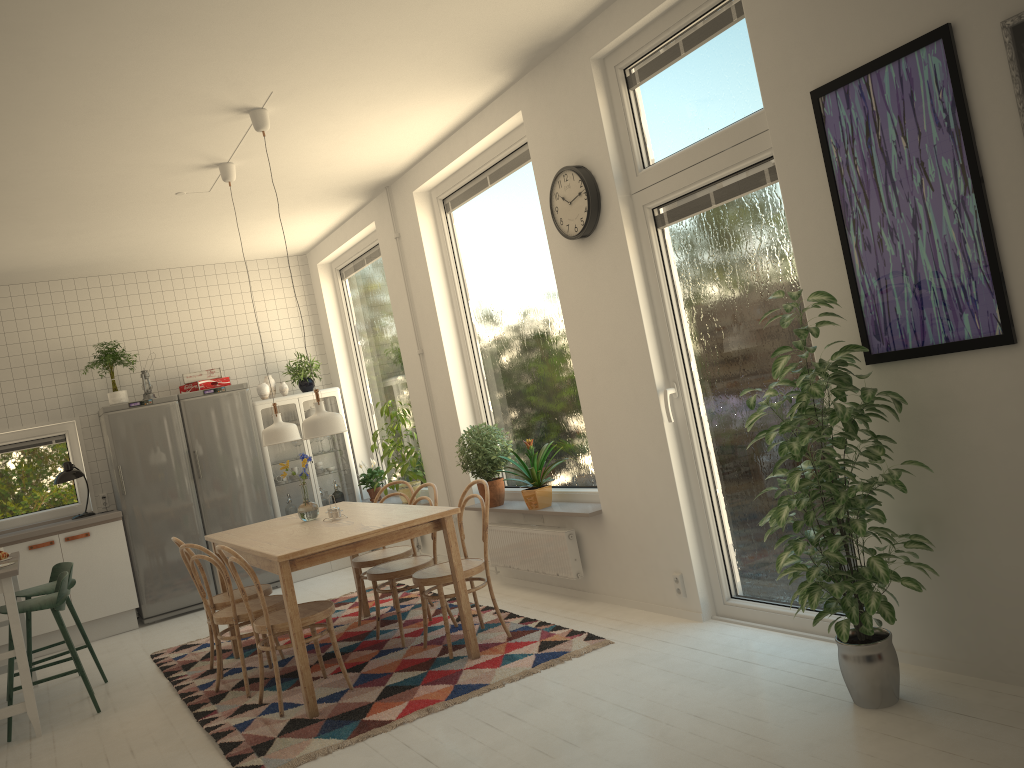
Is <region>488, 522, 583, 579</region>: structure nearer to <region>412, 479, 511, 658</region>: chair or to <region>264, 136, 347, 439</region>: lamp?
<region>412, 479, 511, 658</region>: chair

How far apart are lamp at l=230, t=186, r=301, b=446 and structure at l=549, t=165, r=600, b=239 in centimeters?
195cm

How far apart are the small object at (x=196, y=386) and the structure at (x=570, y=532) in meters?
3.1 m

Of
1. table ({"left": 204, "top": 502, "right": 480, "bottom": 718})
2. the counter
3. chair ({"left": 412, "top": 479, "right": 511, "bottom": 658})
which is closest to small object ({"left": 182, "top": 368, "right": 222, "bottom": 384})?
the counter

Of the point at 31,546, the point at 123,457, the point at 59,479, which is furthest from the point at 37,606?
the point at 59,479

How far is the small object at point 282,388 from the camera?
7.76m

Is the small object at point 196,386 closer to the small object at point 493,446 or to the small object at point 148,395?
the small object at point 148,395

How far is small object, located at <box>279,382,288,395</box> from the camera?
7.8m

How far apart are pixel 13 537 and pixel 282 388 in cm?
234

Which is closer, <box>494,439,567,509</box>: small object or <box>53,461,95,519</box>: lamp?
<box>494,439,567,509</box>: small object
